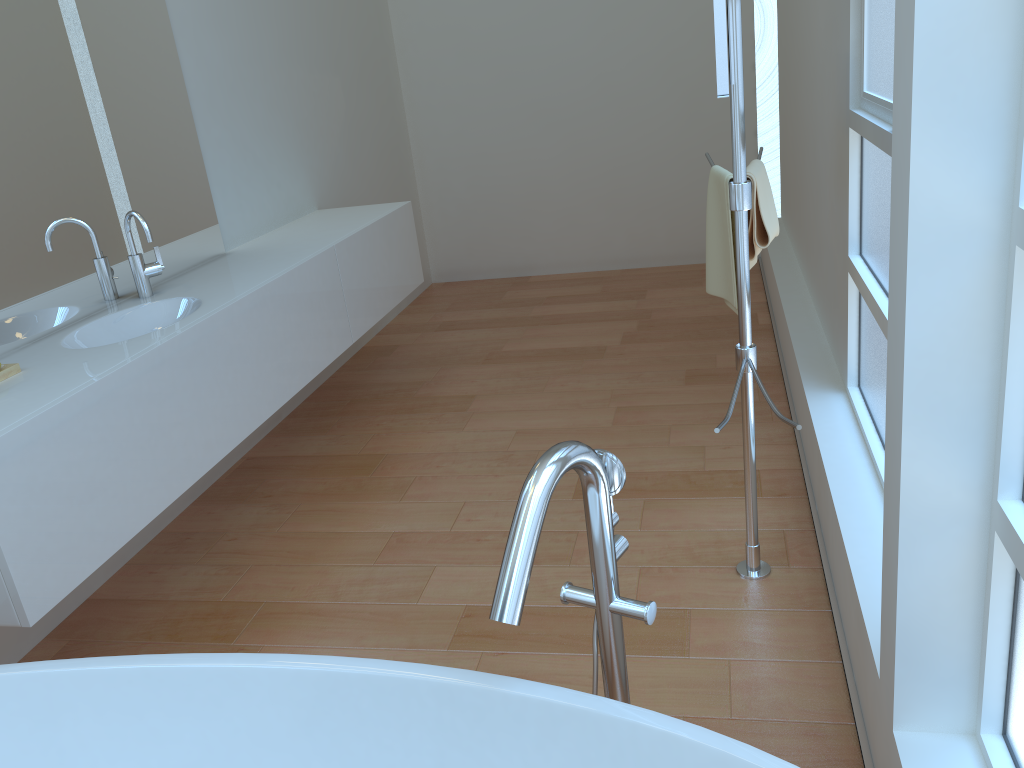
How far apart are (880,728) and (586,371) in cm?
240

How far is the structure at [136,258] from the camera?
2.70m

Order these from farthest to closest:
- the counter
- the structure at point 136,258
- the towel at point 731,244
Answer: the structure at point 136,258 < the towel at point 731,244 < the counter

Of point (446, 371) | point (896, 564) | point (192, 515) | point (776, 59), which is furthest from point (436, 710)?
point (776, 59)

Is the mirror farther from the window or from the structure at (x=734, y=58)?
the window

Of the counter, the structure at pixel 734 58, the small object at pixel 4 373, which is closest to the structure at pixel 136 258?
the counter

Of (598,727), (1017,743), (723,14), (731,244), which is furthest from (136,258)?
(1017,743)

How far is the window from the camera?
1.27m

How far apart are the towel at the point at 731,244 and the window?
0.4m

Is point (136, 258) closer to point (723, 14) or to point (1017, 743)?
point (723, 14)
